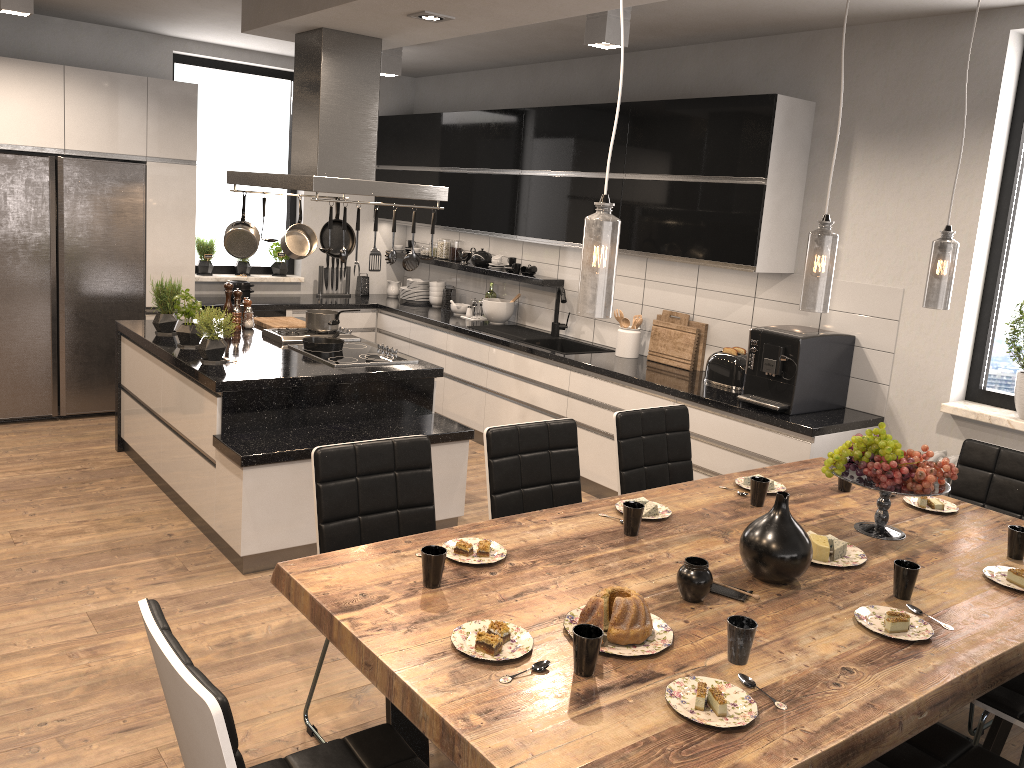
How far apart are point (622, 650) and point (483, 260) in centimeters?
519cm

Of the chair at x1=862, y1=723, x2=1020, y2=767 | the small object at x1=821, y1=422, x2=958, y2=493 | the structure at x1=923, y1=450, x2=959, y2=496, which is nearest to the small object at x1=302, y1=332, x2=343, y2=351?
the small object at x1=821, y1=422, x2=958, y2=493

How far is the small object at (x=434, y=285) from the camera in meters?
7.4

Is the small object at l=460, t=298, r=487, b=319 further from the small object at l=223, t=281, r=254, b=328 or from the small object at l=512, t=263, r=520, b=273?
the small object at l=223, t=281, r=254, b=328

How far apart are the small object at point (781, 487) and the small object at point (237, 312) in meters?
3.4

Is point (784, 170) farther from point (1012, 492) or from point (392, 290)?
point (392, 290)

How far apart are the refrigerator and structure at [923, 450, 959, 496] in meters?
5.1 m

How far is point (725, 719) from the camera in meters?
1.8

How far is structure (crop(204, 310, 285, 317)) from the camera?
6.8 meters

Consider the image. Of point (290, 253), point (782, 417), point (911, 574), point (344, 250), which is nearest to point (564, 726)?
point (911, 574)
